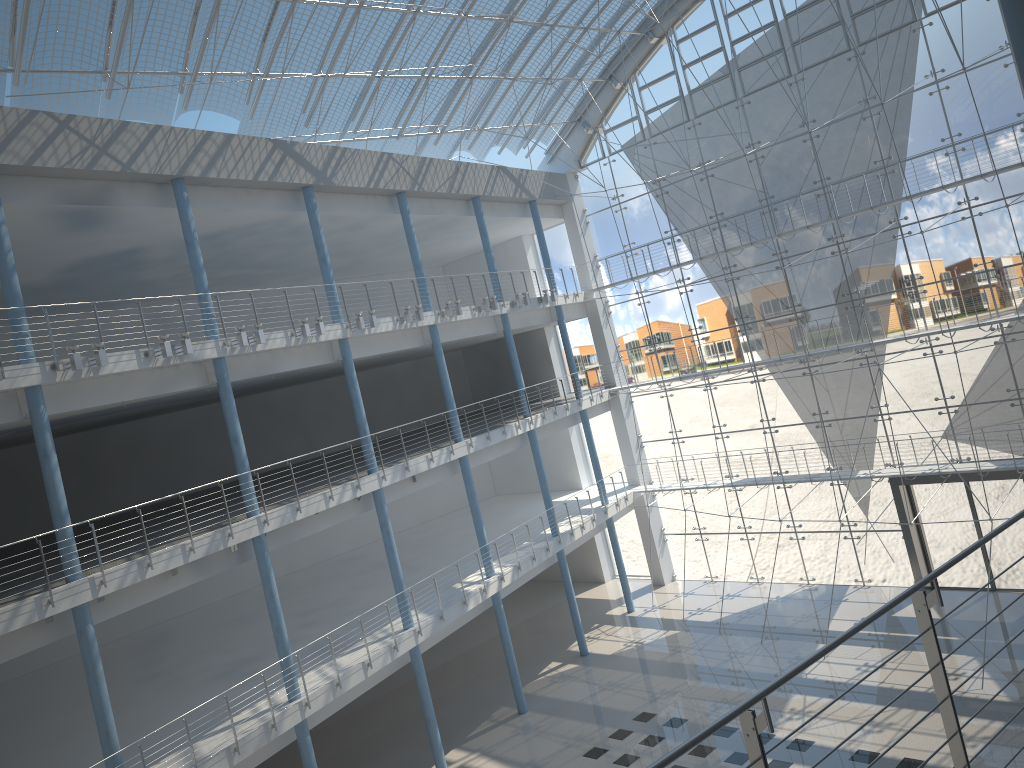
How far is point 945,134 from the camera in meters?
3.3 m

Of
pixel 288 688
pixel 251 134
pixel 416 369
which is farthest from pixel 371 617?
pixel 416 369

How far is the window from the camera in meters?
3.3 m

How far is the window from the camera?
3.3 meters
